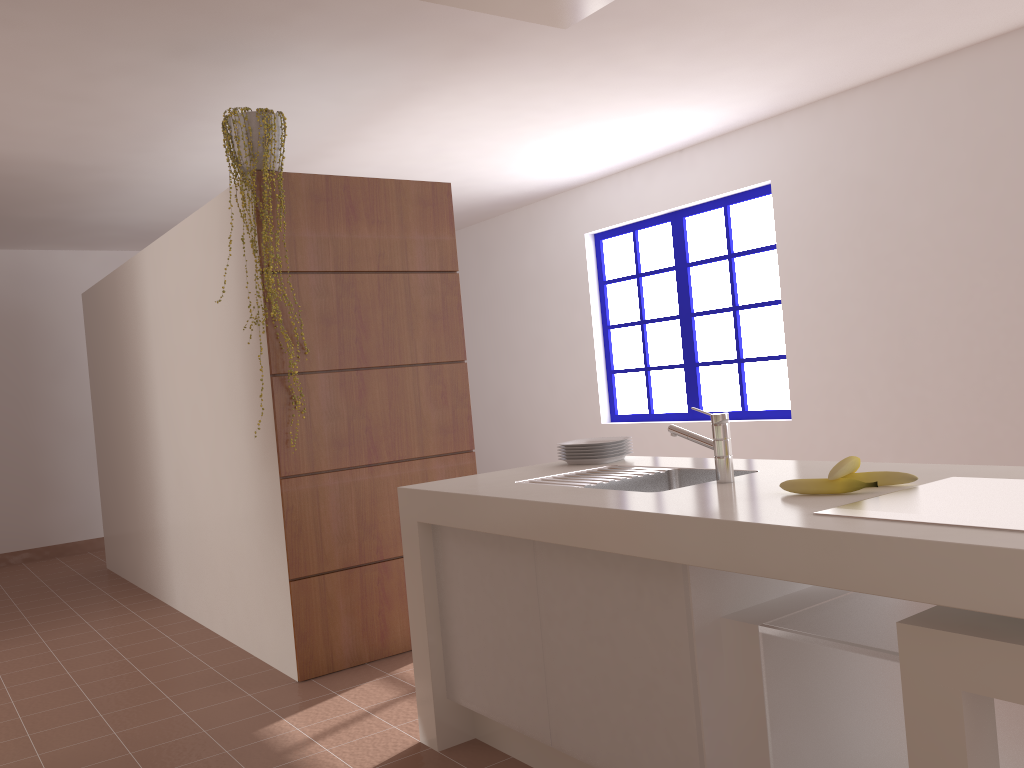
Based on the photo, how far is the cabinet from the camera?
1.7 meters

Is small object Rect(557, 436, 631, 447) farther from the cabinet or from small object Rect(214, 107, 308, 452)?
small object Rect(214, 107, 308, 452)

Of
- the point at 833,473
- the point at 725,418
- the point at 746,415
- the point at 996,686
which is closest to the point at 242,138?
the point at 725,418

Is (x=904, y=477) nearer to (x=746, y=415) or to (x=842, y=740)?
(x=842, y=740)

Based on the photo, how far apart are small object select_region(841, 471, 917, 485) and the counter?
0.0 meters

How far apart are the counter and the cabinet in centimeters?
2cm

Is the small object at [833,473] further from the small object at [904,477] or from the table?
the table

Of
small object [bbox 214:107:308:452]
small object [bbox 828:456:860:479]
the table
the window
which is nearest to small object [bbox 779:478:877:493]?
small object [bbox 828:456:860:479]

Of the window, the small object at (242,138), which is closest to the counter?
the small object at (242,138)

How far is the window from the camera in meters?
5.7 m
